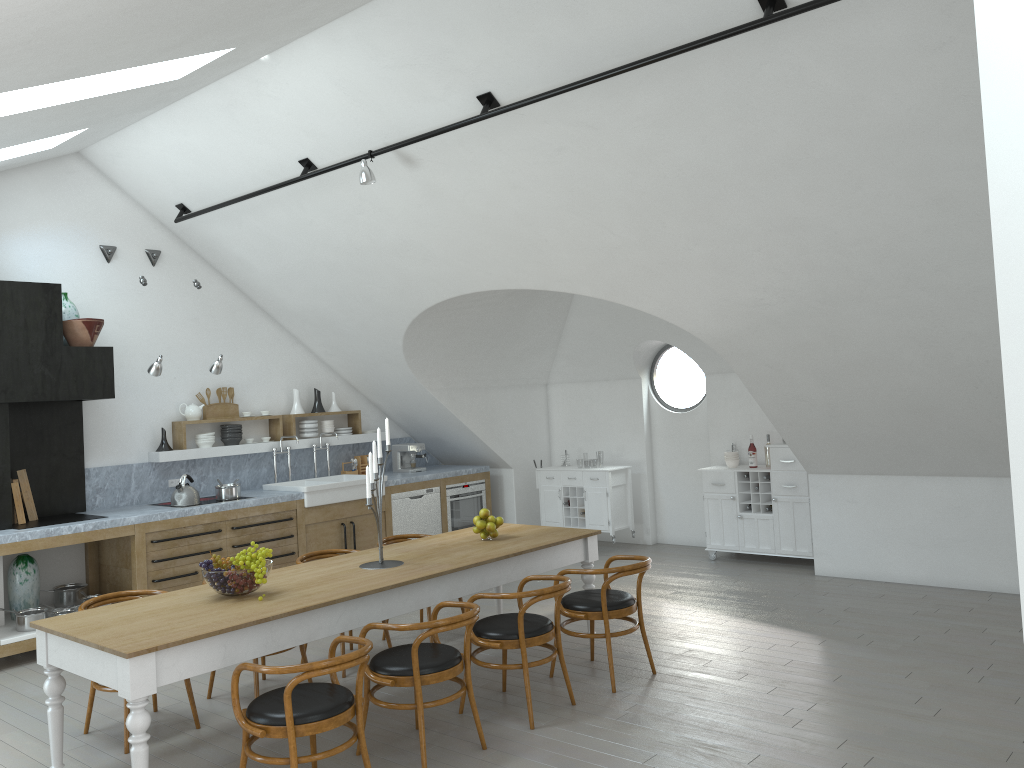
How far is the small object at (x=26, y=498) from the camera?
7.18m

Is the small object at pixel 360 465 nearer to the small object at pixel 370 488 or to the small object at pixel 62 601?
the small object at pixel 62 601

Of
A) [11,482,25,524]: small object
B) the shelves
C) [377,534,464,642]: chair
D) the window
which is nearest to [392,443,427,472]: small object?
A: the shelves

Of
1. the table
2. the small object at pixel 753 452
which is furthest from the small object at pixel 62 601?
the small object at pixel 753 452

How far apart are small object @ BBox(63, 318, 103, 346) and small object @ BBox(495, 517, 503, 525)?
3.80m

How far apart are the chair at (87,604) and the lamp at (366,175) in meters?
3.0 m

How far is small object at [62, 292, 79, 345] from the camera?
7.44m

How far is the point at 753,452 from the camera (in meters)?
8.83

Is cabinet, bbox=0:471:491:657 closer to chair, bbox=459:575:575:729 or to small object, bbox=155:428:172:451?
small object, bbox=155:428:172:451

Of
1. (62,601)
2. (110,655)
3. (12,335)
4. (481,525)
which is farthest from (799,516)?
(12,335)
